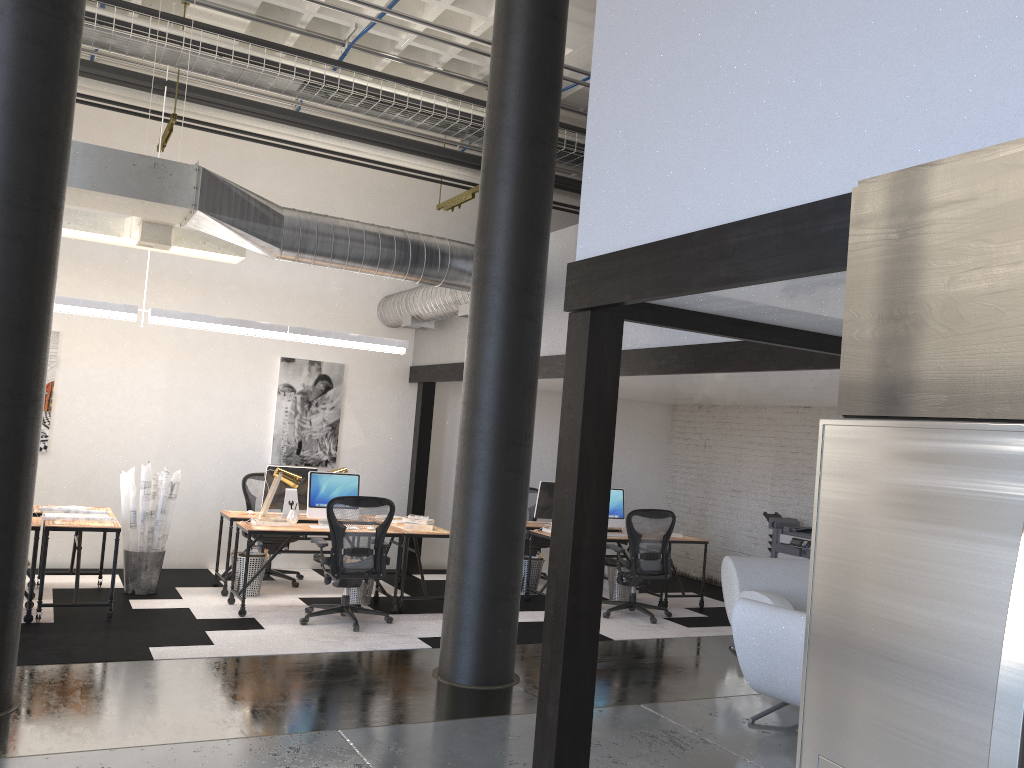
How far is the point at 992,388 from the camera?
1.27m

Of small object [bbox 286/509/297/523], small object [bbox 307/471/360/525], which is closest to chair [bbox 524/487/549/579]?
small object [bbox 307/471/360/525]

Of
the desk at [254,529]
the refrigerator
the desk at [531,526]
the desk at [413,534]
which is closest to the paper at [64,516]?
the desk at [254,529]

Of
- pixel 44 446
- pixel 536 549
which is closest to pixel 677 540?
pixel 536 549

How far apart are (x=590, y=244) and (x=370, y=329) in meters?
7.1

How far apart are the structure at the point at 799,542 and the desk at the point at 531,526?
2.6 meters

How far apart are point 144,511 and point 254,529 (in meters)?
1.17

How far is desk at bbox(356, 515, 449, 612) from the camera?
8.0 meters

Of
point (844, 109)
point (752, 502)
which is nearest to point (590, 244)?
point (844, 109)

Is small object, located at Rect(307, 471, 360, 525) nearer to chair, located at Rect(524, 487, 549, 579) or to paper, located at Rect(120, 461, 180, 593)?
paper, located at Rect(120, 461, 180, 593)
